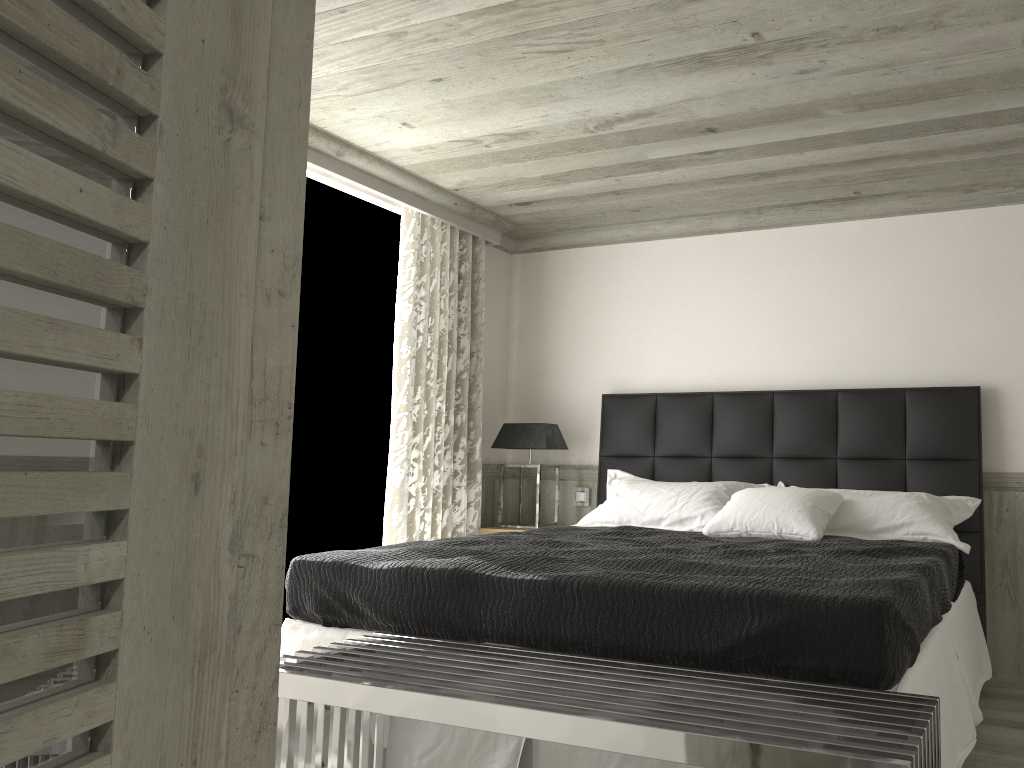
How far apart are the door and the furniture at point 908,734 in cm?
104

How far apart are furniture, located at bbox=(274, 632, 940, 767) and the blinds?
2.2 meters

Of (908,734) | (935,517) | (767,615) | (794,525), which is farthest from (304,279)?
(908,734)

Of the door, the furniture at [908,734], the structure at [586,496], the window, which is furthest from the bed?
the door

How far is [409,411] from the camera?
5.3m

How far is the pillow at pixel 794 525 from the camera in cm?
422

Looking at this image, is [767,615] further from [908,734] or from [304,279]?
[304,279]

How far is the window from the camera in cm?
498

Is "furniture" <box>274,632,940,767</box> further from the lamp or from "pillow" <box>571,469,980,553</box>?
the lamp

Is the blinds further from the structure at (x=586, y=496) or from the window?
the structure at (x=586, y=496)
